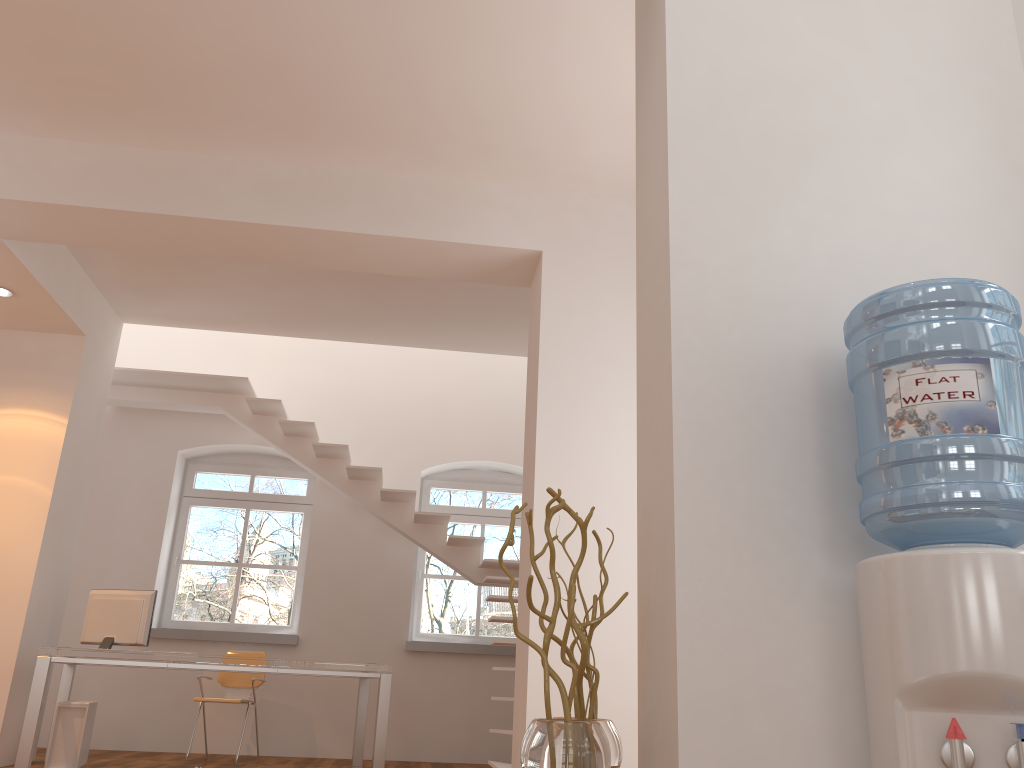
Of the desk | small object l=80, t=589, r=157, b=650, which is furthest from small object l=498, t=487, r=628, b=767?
small object l=80, t=589, r=157, b=650

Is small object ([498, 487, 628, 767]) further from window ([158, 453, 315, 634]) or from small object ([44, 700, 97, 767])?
window ([158, 453, 315, 634])

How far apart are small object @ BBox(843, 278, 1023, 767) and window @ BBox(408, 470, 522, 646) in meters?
6.9

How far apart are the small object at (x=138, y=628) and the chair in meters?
1.1

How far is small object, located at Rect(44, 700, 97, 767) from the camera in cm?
590

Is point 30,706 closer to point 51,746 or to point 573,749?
point 51,746

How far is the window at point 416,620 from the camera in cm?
845

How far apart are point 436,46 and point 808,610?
3.1 meters

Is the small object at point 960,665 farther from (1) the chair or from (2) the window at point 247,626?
(2) the window at point 247,626

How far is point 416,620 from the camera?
8.5 meters
